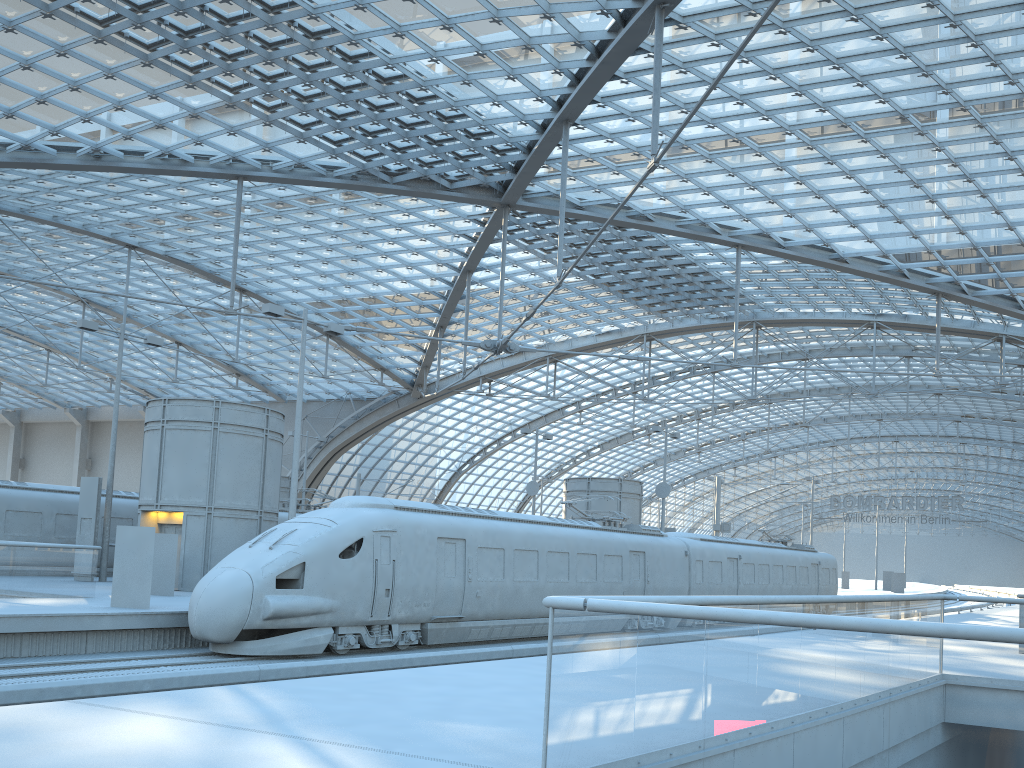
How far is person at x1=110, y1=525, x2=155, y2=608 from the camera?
17.5 meters

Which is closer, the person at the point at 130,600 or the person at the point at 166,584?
the person at the point at 130,600

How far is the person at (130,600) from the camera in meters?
A: 17.5 m

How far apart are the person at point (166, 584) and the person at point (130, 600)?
4.27m

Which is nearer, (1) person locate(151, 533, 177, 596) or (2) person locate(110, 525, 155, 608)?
(2) person locate(110, 525, 155, 608)

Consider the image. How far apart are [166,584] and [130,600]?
4.5 meters

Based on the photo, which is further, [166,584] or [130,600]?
[166,584]

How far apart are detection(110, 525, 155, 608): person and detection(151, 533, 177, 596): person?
4.3 meters

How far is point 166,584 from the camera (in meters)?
21.80

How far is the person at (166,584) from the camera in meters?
21.8 m
